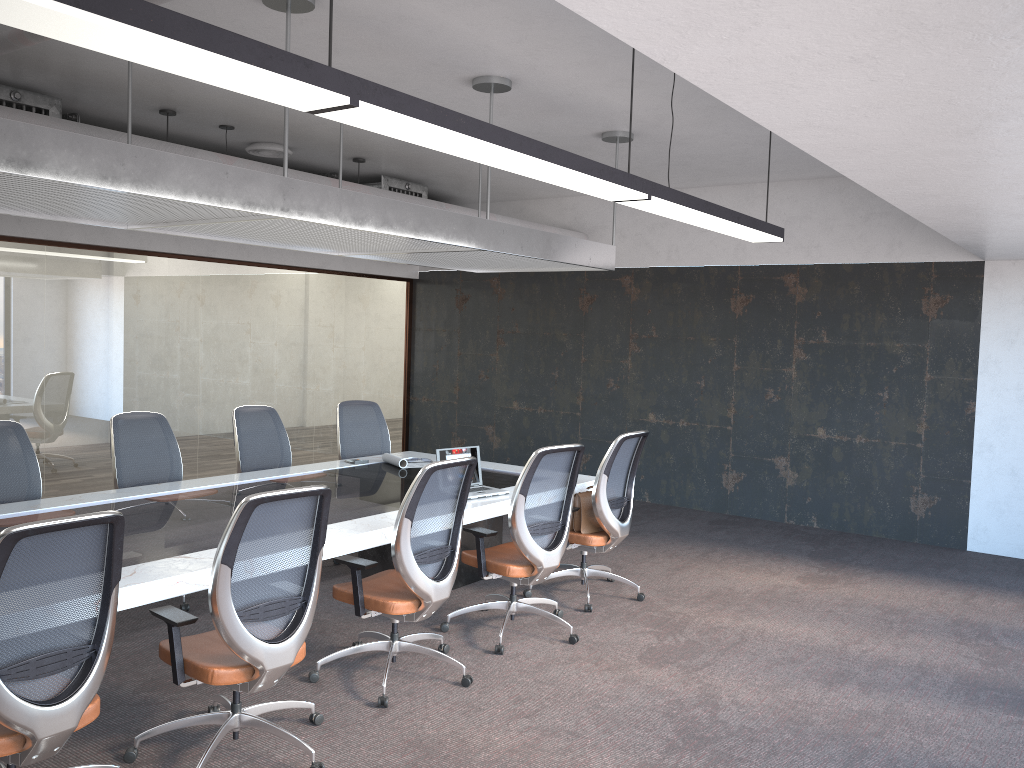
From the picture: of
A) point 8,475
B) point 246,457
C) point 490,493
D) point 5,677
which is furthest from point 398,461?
point 5,677

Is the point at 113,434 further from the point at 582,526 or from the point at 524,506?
the point at 582,526

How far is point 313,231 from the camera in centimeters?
505cm

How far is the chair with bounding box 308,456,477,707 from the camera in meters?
4.2

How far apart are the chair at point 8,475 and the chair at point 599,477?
3.1m

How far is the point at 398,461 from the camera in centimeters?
658cm

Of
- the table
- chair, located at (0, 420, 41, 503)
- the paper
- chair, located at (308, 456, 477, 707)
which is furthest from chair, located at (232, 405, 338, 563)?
chair, located at (308, 456, 477, 707)

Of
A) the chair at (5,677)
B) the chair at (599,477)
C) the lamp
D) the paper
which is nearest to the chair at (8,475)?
the paper

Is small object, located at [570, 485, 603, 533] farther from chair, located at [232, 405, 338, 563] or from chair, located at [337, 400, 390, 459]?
chair, located at [232, 405, 338, 563]

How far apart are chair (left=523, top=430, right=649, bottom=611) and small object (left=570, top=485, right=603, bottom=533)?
0.0m
